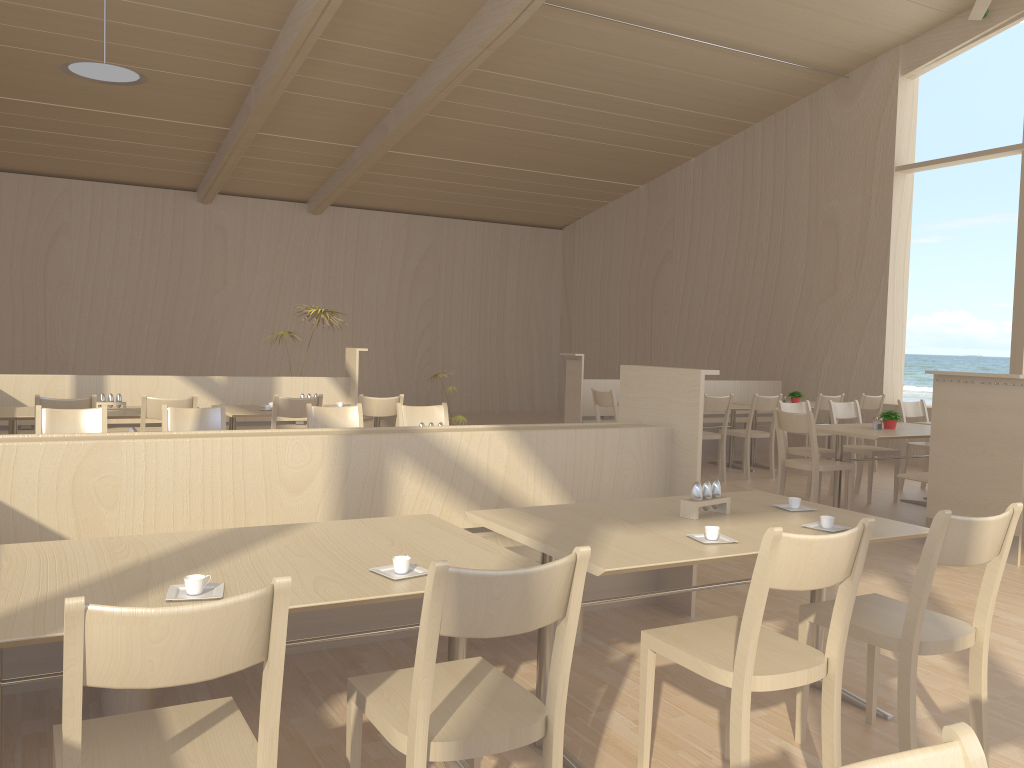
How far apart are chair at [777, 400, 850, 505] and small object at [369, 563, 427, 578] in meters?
5.2 m

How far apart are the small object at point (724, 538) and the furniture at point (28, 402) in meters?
5.7

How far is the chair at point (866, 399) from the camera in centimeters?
872cm

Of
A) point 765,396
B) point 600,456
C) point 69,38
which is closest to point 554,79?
point 765,396

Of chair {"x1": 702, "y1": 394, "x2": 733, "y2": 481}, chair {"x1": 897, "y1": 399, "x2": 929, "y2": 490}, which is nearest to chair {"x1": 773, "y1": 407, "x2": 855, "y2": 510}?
chair {"x1": 702, "y1": 394, "x2": 733, "y2": 481}

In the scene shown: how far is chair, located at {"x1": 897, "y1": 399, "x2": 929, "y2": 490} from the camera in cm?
768

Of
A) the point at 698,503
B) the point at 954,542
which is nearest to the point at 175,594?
the point at 698,503

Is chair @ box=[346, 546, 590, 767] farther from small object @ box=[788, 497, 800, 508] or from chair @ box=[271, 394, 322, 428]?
chair @ box=[271, 394, 322, 428]

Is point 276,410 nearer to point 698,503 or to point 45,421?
point 45,421

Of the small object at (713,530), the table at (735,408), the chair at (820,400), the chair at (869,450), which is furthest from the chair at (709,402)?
the small object at (713,530)
